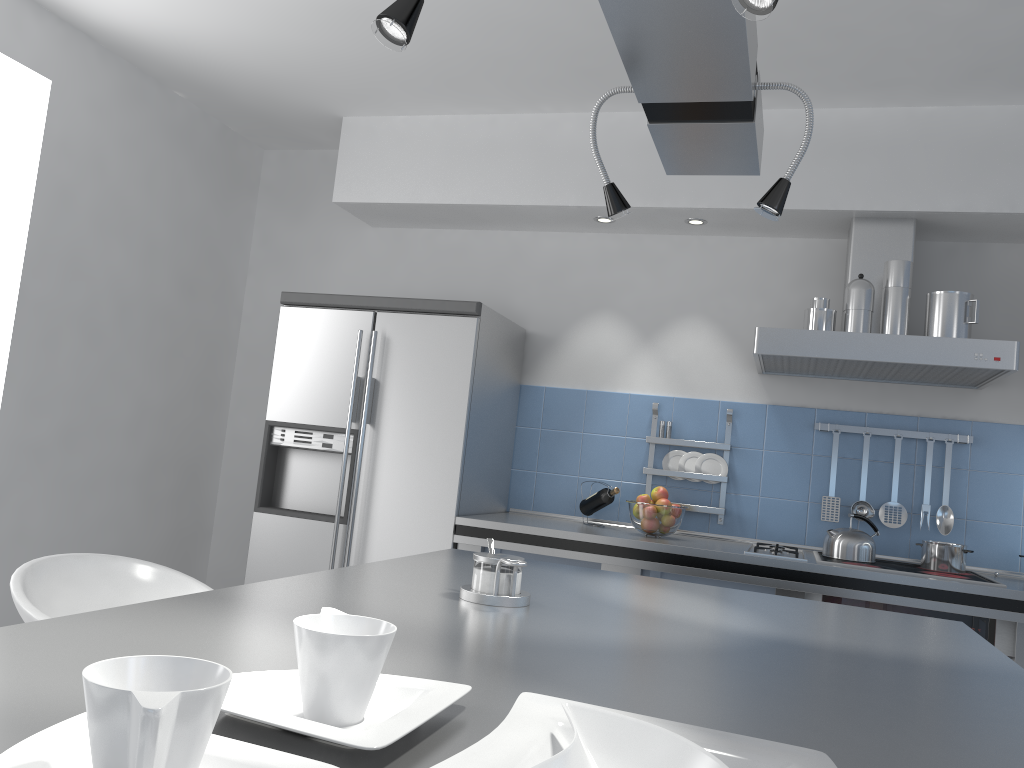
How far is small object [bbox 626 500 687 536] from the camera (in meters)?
3.46

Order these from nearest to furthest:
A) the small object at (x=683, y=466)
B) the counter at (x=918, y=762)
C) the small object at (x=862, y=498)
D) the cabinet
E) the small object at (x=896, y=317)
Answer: the counter at (x=918, y=762)
the cabinet
the small object at (x=896, y=317)
the small object at (x=862, y=498)
the small object at (x=683, y=466)

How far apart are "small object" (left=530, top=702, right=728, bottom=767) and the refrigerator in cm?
276

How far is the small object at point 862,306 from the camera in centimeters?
324cm

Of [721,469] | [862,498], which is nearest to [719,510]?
[721,469]

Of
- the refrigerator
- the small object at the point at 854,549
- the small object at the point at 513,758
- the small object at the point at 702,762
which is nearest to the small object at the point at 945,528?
the small object at the point at 854,549

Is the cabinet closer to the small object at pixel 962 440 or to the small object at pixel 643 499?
the small object at pixel 643 499

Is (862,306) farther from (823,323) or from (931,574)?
(931,574)

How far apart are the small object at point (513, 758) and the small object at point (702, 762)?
0.02m

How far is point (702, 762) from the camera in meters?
0.7
